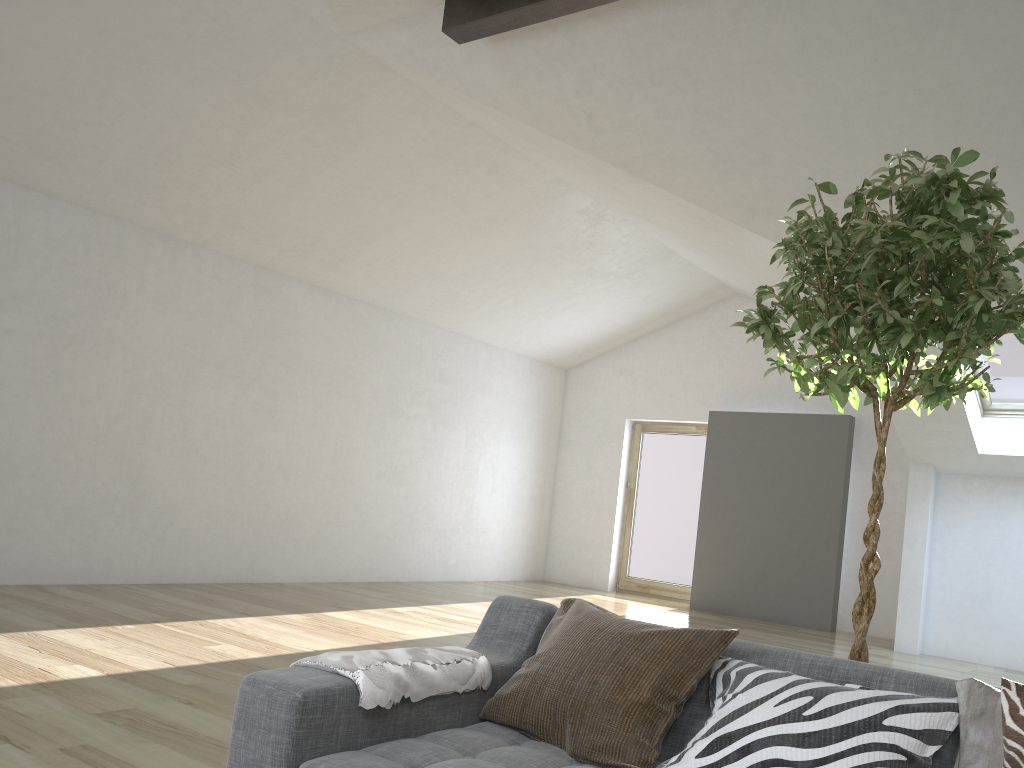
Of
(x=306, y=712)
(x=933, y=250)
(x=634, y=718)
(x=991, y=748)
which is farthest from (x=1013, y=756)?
(x=306, y=712)

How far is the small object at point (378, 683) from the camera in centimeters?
191cm

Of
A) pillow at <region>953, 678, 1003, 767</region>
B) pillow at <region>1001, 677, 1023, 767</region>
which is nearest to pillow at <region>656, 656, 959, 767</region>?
pillow at <region>953, 678, 1003, 767</region>

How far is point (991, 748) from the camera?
1.6 meters

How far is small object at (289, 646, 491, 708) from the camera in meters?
1.9 m

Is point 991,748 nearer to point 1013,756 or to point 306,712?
point 1013,756

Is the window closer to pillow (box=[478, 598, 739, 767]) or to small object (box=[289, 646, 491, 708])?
pillow (box=[478, 598, 739, 767])

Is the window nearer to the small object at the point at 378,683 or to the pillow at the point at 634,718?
the pillow at the point at 634,718

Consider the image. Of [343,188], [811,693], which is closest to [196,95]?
[343,188]

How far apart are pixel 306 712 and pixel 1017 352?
6.54m
